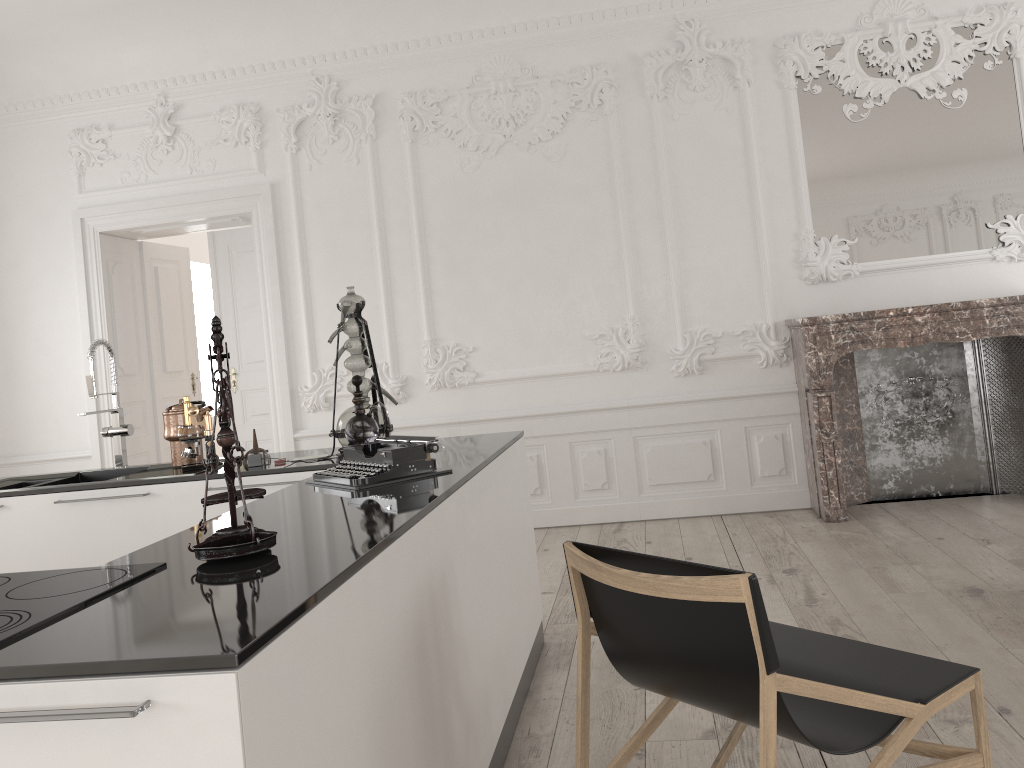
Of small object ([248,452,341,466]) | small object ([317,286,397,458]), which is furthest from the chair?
small object ([248,452,341,466])

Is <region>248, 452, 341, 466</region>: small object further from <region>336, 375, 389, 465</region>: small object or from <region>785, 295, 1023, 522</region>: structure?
<region>785, 295, 1023, 522</region>: structure

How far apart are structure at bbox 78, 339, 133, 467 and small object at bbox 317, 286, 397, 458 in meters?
1.1

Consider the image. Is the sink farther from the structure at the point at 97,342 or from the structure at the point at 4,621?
the structure at the point at 4,621

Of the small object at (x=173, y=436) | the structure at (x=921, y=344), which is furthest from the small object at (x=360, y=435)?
the structure at (x=921, y=344)

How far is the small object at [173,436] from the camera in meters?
3.7 m

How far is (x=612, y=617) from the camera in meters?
2.1 m

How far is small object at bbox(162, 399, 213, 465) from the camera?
3.72m

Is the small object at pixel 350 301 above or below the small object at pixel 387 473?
above

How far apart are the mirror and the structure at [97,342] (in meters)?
4.27
